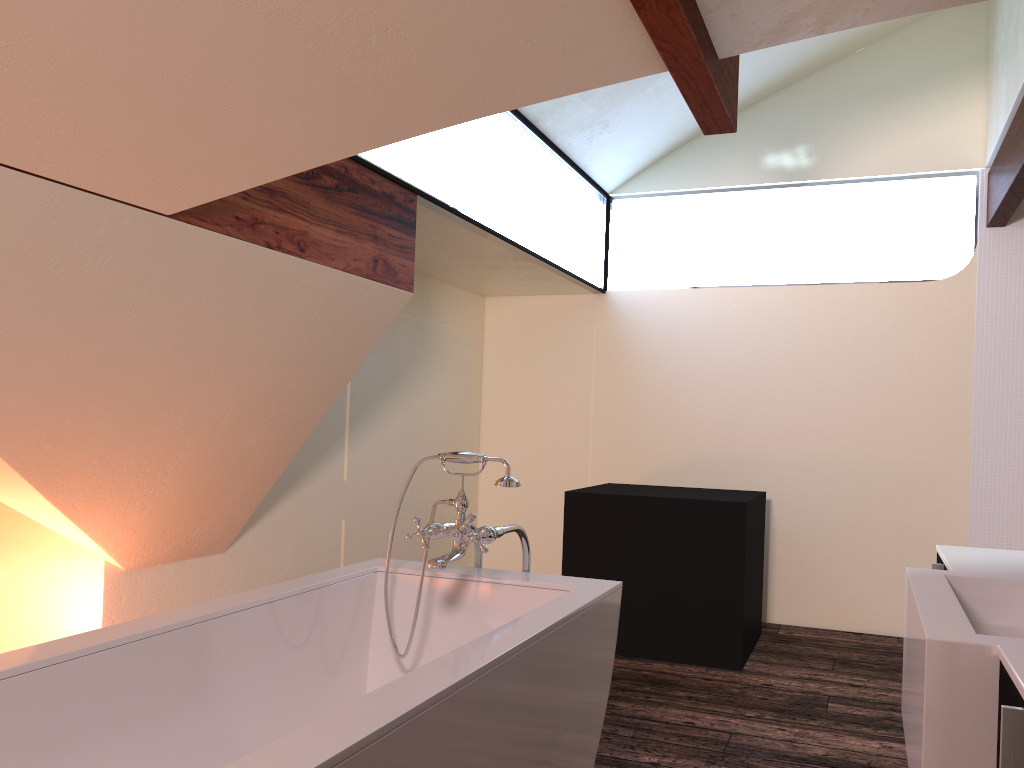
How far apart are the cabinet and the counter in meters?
0.0

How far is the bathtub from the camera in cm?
144

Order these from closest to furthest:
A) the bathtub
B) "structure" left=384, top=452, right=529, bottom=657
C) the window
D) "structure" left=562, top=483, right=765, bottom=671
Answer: the bathtub → "structure" left=384, top=452, right=529, bottom=657 → the window → "structure" left=562, top=483, right=765, bottom=671

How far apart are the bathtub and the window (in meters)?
1.27

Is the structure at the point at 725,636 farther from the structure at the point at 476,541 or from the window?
the structure at the point at 476,541

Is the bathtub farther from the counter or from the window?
the window

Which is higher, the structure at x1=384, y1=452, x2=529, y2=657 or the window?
the window

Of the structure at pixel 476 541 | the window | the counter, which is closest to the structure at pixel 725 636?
the window

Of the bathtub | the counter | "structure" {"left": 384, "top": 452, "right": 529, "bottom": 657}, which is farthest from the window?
the counter

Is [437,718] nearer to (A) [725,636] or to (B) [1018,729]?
(B) [1018,729]
